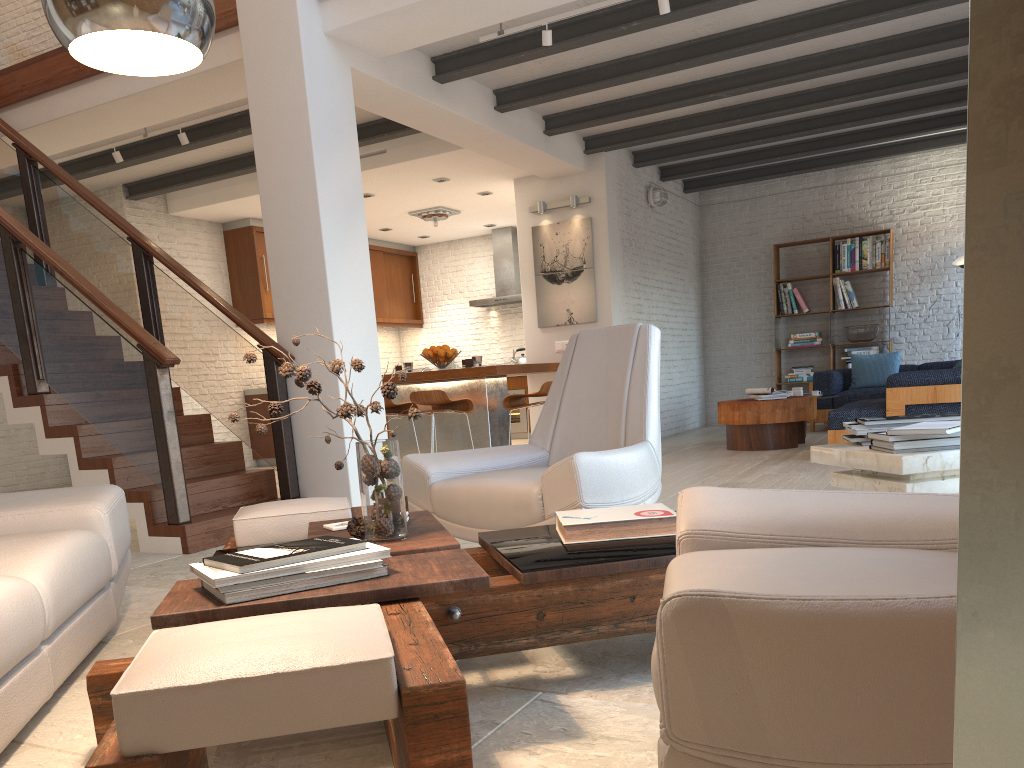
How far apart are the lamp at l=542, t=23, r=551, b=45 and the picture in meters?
3.5 m

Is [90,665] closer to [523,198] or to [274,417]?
[274,417]

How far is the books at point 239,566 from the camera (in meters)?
1.78

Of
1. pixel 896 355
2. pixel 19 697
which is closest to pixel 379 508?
pixel 19 697

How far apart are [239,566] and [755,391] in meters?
7.1 m

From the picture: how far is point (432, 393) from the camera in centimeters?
691cm

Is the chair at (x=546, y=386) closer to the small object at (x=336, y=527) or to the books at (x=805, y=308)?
the small object at (x=336, y=527)

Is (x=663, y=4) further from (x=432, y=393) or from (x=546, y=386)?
(x=432, y=393)

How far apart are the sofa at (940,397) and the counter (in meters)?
2.31

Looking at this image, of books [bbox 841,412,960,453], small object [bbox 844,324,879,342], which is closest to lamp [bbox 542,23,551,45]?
books [bbox 841,412,960,453]
